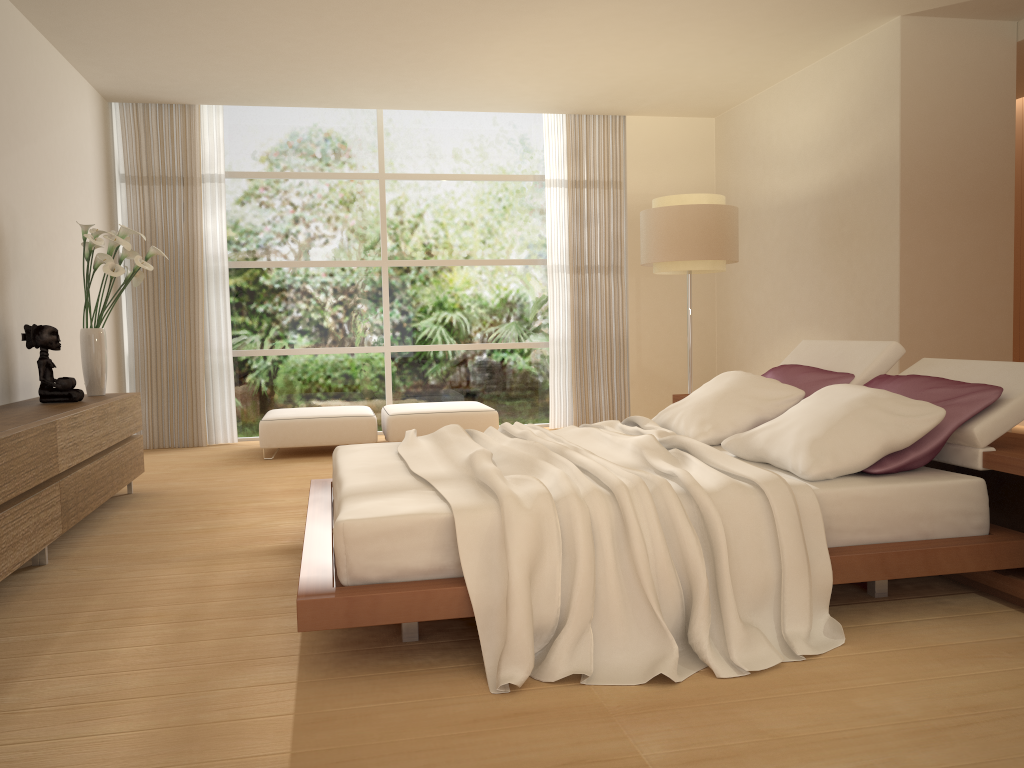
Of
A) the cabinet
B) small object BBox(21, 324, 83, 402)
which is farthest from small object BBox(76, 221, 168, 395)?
small object BBox(21, 324, 83, 402)

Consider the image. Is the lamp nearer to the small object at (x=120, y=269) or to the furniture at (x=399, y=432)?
the furniture at (x=399, y=432)

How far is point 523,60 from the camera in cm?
686

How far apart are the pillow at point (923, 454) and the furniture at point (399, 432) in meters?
3.3 m

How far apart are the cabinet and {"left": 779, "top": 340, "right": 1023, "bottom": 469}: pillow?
3.60m

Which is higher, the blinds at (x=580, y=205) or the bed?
the blinds at (x=580, y=205)

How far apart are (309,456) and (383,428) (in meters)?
0.78

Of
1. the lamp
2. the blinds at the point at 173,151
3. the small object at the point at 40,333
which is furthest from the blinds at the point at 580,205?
the small object at the point at 40,333

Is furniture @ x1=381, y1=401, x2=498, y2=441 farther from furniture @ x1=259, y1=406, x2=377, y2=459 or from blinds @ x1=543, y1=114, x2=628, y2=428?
blinds @ x1=543, y1=114, x2=628, y2=428

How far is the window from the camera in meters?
8.5
